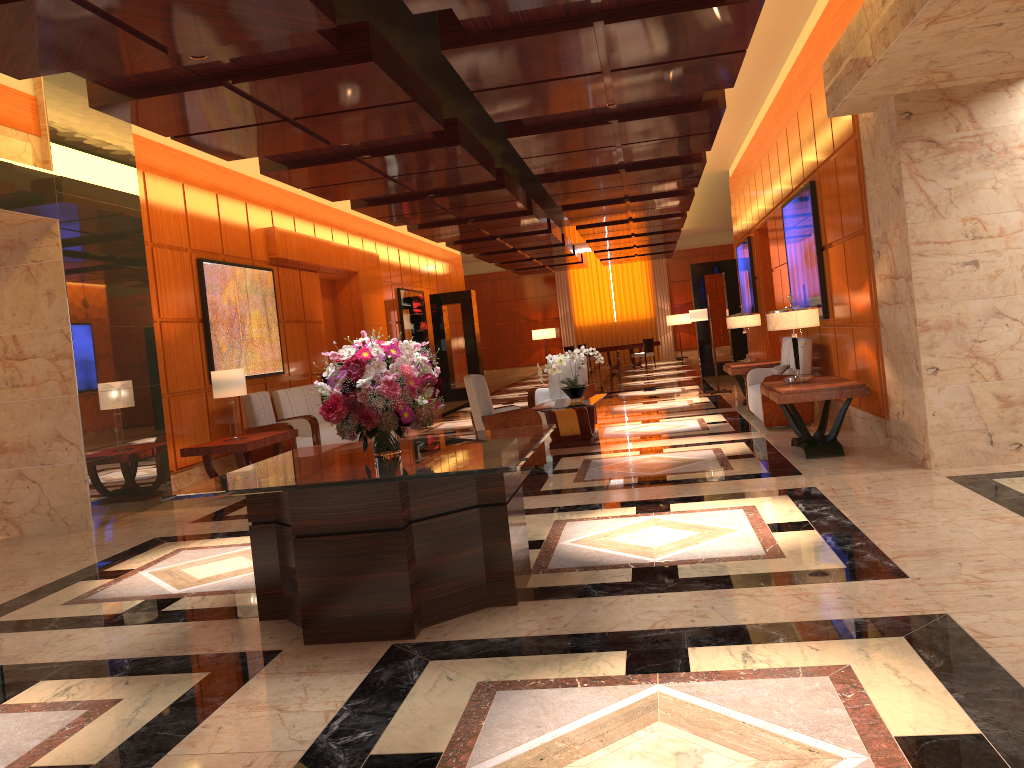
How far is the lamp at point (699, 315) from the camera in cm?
1466

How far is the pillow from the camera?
10.62m

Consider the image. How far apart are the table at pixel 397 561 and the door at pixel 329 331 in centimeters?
988cm

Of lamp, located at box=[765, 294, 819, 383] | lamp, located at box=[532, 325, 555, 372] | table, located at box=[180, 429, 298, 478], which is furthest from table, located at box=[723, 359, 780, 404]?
lamp, located at box=[532, 325, 555, 372]

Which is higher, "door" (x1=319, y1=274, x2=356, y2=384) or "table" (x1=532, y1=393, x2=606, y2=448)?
"door" (x1=319, y1=274, x2=356, y2=384)

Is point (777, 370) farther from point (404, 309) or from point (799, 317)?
point (404, 309)

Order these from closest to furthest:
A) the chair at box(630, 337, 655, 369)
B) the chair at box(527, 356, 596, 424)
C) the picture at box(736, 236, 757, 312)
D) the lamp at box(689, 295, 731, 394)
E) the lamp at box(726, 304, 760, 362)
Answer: the chair at box(527, 356, 596, 424), the lamp at box(726, 304, 760, 362), the lamp at box(689, 295, 731, 394), the picture at box(736, 236, 757, 312), the chair at box(630, 337, 655, 369)

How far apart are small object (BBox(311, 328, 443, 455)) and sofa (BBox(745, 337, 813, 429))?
5.62m

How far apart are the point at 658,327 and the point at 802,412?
21.5 meters

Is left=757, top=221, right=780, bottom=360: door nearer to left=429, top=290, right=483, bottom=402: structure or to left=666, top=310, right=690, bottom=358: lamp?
left=429, top=290, right=483, bottom=402: structure
